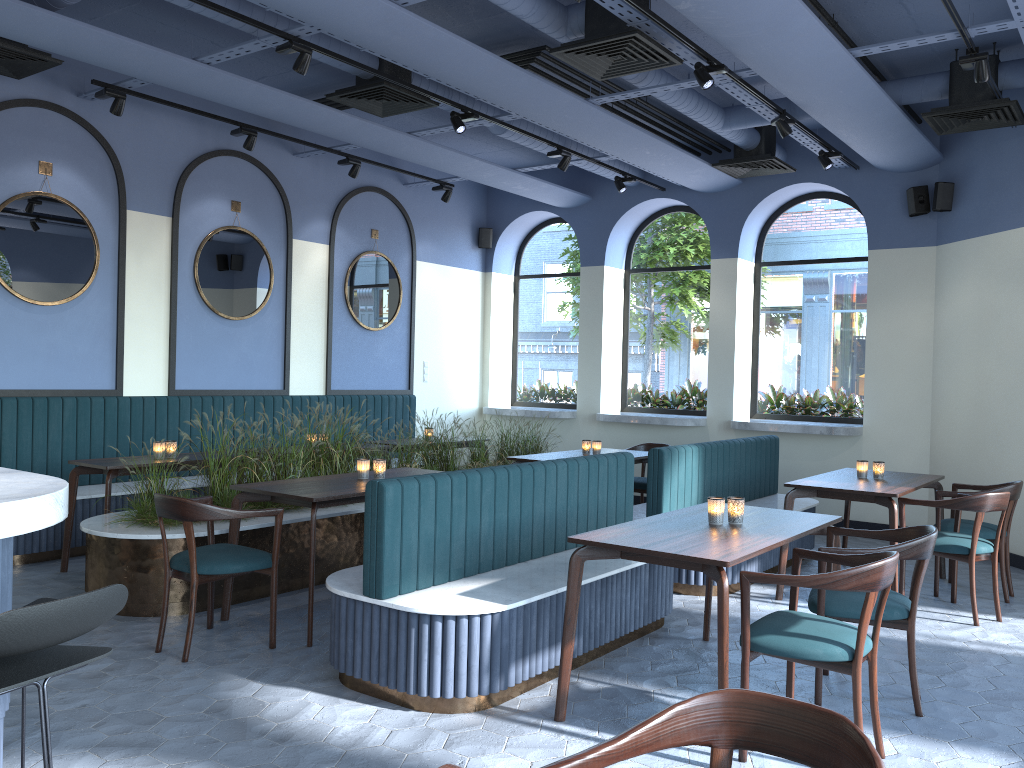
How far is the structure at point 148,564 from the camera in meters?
4.9 m

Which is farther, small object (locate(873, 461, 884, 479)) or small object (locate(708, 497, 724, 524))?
small object (locate(873, 461, 884, 479))

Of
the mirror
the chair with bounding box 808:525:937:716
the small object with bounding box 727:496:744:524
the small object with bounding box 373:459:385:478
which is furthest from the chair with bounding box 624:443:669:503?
the small object with bounding box 727:496:744:524

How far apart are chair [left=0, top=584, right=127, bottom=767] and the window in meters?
8.2

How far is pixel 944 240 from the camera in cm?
795

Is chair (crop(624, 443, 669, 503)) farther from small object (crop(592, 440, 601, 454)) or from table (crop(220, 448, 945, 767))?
small object (crop(592, 440, 601, 454))

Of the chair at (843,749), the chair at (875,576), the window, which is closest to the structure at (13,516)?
the chair at (843,749)

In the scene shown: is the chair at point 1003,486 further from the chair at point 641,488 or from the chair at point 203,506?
the chair at point 203,506

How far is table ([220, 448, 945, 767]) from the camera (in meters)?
3.39

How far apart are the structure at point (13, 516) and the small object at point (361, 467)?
2.88m
